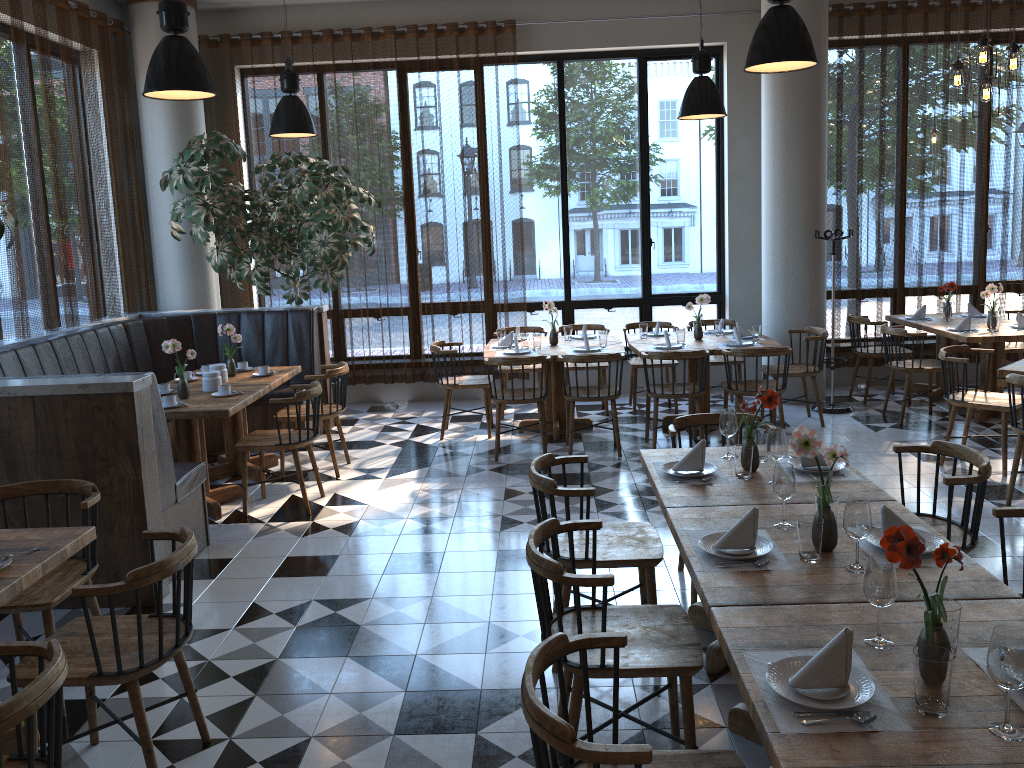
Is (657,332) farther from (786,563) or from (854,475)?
(786,563)

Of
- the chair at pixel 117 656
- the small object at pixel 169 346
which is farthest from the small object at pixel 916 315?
the chair at pixel 117 656

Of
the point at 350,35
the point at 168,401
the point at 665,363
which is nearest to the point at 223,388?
the point at 168,401

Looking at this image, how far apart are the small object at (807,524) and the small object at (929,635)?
0.63m

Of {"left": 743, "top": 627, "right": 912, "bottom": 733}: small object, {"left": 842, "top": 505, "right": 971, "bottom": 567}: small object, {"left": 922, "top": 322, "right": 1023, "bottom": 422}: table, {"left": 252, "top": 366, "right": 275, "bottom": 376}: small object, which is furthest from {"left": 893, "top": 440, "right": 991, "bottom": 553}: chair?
{"left": 252, "top": 366, "right": 275, "bottom": 376}: small object

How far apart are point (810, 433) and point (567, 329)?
5.2m

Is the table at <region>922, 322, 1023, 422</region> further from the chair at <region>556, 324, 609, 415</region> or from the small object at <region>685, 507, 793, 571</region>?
the small object at <region>685, 507, 793, 571</region>

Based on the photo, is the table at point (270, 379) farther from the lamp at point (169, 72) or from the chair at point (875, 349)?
the chair at point (875, 349)

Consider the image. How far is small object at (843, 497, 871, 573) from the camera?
2.6 meters

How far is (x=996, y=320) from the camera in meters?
7.4
